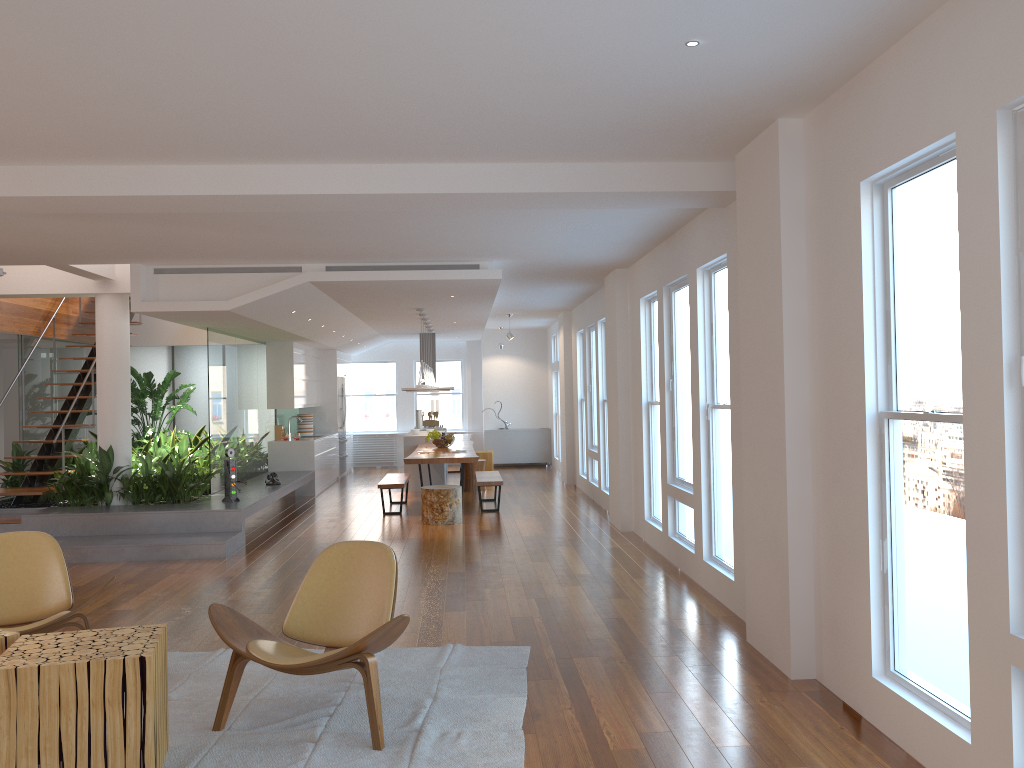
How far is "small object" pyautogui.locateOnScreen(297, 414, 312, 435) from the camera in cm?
1467

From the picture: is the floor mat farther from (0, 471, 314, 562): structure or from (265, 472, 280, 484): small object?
(265, 472, 280, 484): small object

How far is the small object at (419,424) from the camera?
15.16m

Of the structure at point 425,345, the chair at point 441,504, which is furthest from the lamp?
the structure at point 425,345

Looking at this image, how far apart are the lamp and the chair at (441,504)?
1.6m

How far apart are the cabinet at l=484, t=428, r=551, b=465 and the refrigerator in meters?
2.8

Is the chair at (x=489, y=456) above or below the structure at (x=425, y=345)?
below

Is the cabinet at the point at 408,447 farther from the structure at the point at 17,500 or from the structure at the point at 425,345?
the structure at the point at 17,500

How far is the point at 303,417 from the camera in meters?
14.7

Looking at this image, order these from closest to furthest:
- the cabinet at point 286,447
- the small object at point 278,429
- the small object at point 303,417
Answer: the cabinet at point 286,447, the small object at point 278,429, the small object at point 303,417
